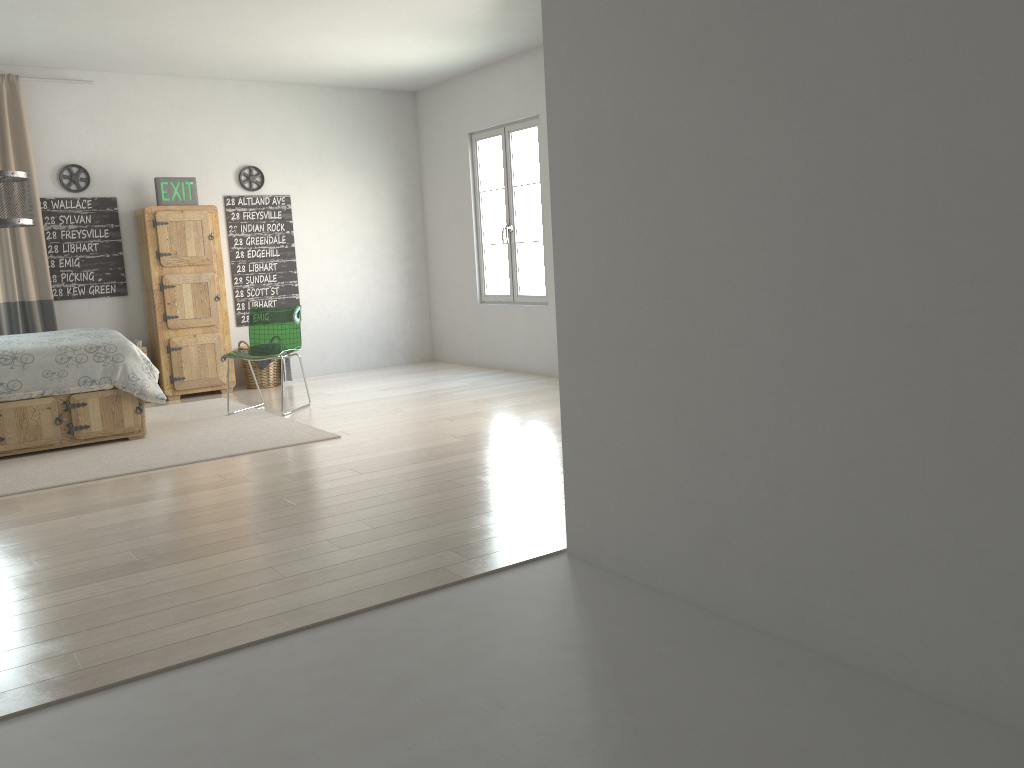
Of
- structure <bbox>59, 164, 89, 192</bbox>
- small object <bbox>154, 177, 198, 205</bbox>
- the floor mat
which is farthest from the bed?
structure <bbox>59, 164, 89, 192</bbox>

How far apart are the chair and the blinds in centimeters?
165cm

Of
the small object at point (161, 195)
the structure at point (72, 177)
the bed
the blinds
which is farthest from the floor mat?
the structure at point (72, 177)

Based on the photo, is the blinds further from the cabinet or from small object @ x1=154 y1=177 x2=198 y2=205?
small object @ x1=154 y1=177 x2=198 y2=205

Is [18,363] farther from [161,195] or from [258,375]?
[258,375]

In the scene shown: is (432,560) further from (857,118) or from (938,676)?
(857,118)

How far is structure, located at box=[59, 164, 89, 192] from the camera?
7.01m

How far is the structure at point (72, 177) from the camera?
7.01m

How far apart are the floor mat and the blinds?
1.1m

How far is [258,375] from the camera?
7.69m
